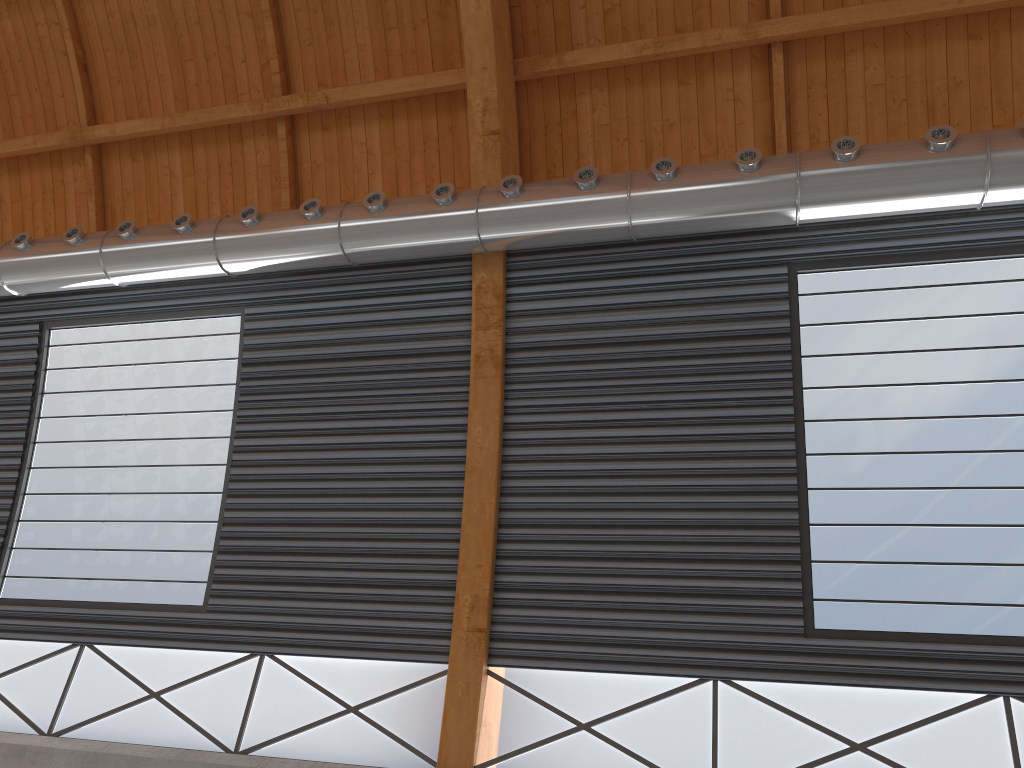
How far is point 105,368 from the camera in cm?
2025
